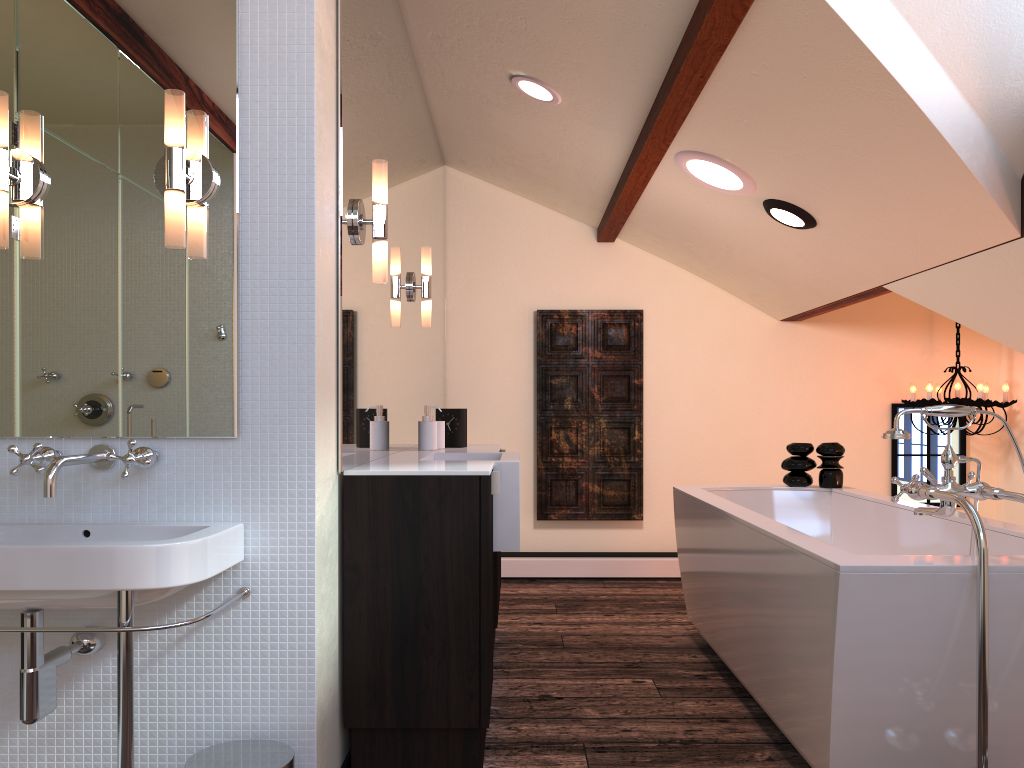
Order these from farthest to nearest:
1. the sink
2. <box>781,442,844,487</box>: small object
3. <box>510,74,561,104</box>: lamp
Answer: <box>781,442,844,487</box>: small object, <box>510,74,561,104</box>: lamp, the sink

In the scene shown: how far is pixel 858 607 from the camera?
1.98m

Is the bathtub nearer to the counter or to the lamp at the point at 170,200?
the counter

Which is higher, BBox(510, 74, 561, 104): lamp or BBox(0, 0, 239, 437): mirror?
BBox(510, 74, 561, 104): lamp

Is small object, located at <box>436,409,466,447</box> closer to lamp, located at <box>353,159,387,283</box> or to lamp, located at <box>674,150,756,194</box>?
lamp, located at <box>353,159,387,283</box>

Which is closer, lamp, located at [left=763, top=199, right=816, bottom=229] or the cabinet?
the cabinet

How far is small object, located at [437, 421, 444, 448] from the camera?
3.5m

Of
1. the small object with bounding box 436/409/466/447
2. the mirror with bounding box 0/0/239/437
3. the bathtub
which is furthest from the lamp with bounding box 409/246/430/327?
the mirror with bounding box 0/0/239/437

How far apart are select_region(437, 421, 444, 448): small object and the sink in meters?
1.6

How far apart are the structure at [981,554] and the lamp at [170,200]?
1.73m
